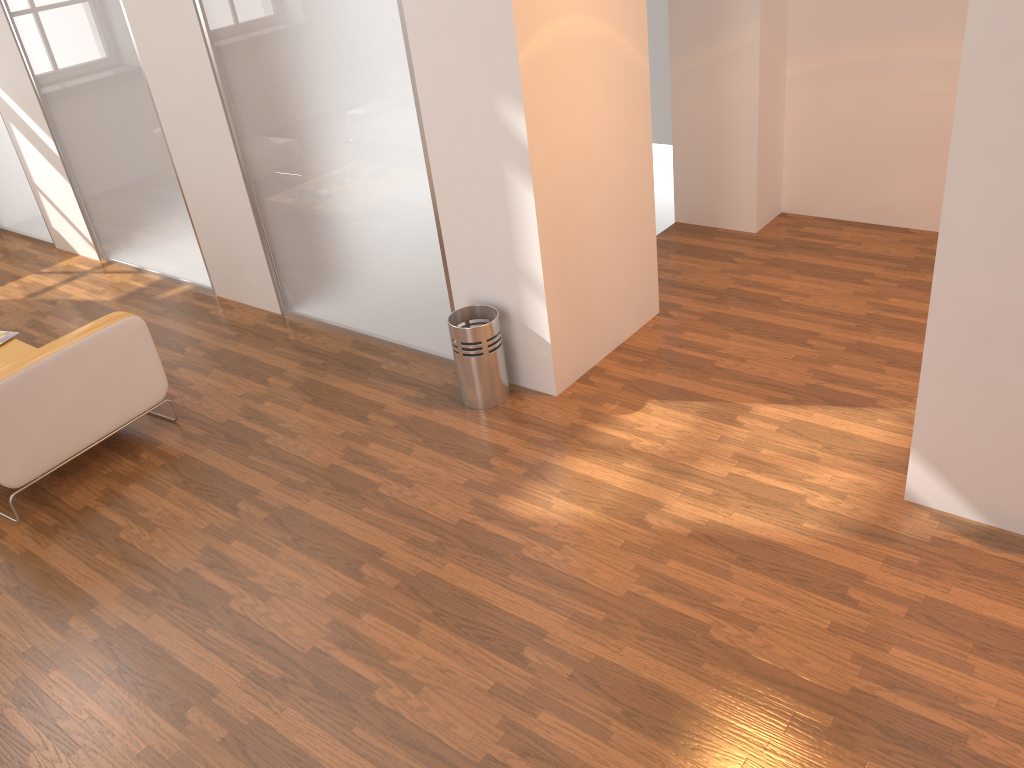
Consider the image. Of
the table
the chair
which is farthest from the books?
the chair

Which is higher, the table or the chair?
the chair

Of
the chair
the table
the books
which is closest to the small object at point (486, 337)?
the chair

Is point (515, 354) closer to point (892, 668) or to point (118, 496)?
point (118, 496)

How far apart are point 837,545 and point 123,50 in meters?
4.9

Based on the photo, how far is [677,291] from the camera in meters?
5.2

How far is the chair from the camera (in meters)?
3.87

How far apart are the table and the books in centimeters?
5cm

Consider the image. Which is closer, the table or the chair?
the chair

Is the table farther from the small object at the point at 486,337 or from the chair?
the small object at the point at 486,337
